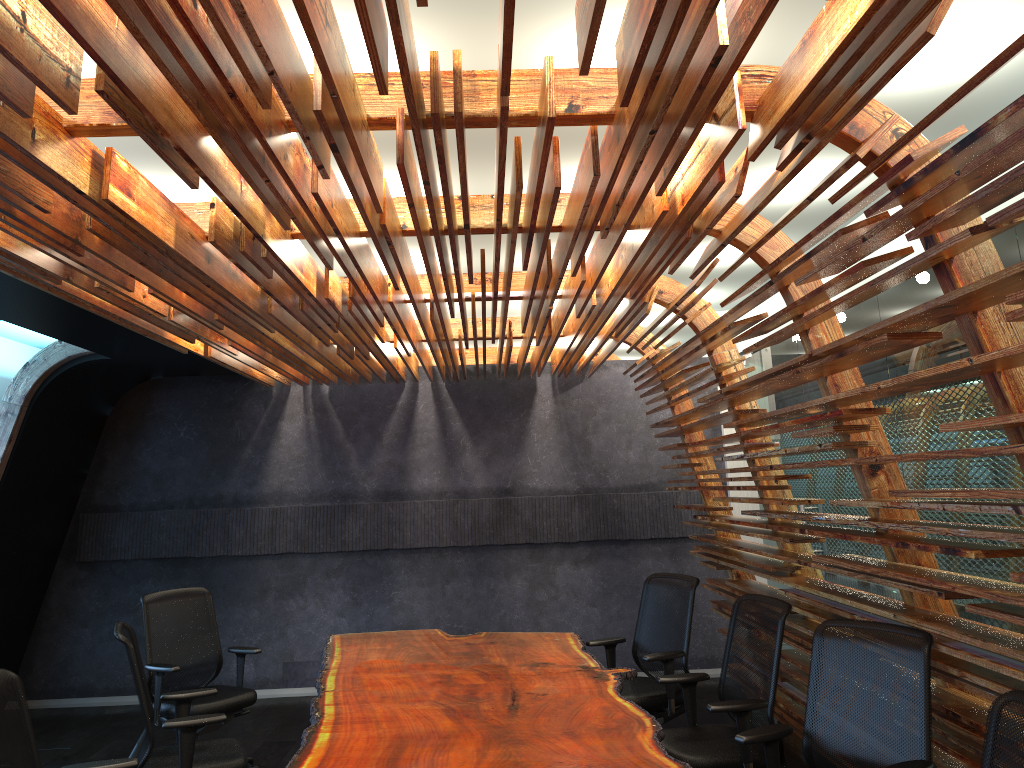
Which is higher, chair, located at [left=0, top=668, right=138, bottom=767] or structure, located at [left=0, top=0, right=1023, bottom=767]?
structure, located at [left=0, top=0, right=1023, bottom=767]

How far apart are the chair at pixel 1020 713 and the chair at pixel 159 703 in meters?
4.8

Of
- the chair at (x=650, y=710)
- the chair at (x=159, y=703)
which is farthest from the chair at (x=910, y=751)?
the chair at (x=159, y=703)

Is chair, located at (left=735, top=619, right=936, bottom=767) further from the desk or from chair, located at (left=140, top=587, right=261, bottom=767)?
chair, located at (left=140, top=587, right=261, bottom=767)

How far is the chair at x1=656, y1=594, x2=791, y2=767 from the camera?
4.4m

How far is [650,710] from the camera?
5.6 meters

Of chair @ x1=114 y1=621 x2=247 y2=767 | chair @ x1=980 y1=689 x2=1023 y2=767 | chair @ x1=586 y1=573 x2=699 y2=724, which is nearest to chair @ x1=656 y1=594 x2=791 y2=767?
chair @ x1=586 y1=573 x2=699 y2=724

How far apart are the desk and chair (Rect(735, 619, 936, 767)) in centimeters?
35cm

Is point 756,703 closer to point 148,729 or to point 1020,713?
point 1020,713

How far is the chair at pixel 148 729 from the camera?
4.43m
